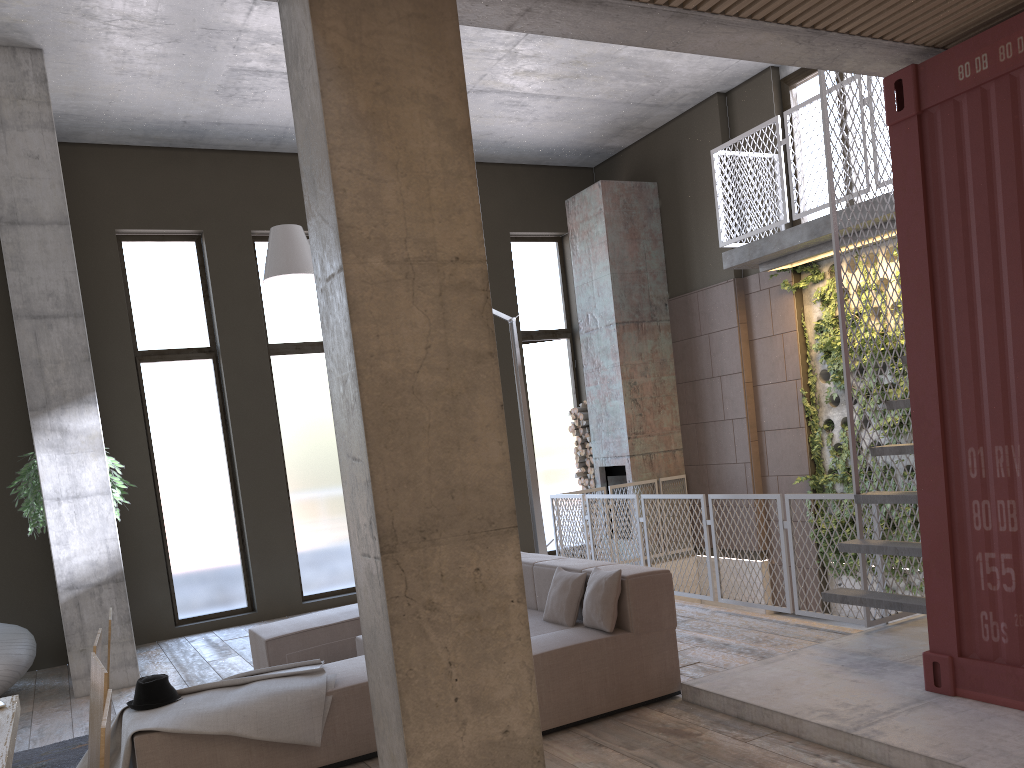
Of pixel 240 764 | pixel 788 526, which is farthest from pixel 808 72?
pixel 240 764

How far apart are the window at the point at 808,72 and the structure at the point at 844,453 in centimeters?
50cm

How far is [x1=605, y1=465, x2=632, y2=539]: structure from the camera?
10.7m

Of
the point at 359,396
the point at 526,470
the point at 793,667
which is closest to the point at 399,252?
the point at 359,396

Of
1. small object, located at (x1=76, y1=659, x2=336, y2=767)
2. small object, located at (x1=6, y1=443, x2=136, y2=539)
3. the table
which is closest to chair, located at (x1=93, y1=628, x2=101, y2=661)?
the table

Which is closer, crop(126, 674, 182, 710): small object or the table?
the table

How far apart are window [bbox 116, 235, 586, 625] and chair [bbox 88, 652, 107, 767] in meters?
7.4 m

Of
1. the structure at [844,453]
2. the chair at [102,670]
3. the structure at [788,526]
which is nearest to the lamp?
the structure at [788,526]

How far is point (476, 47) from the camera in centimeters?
820cm

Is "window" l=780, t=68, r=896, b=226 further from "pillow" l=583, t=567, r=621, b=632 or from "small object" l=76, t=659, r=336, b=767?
"small object" l=76, t=659, r=336, b=767
